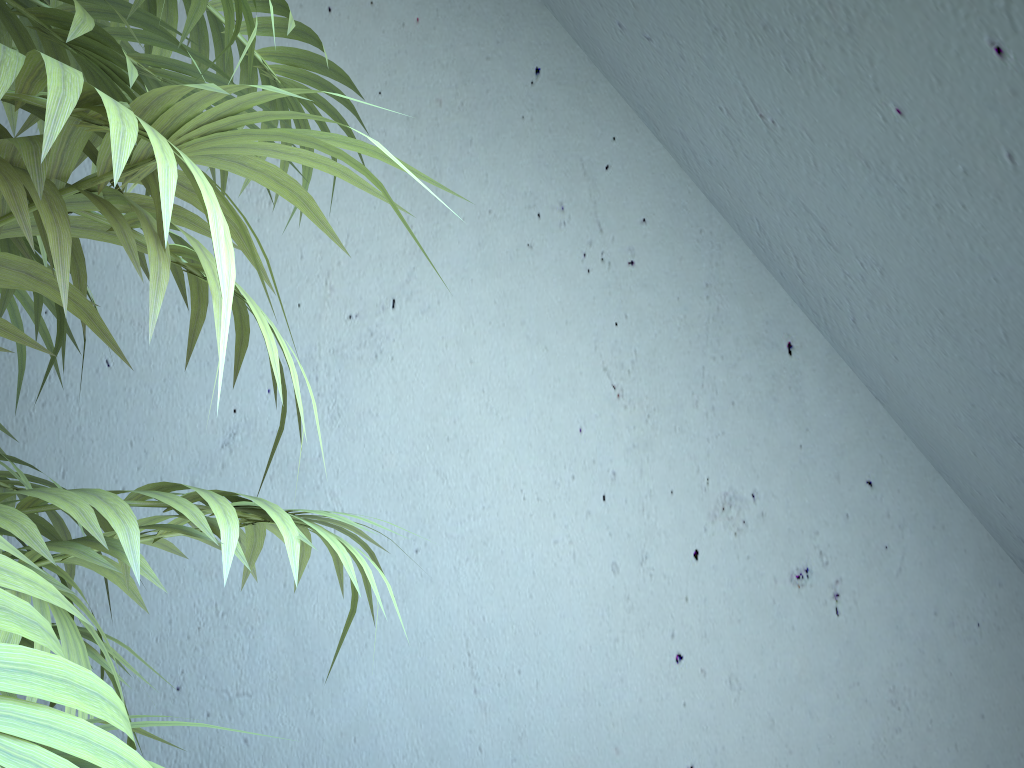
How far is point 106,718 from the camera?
0.29m

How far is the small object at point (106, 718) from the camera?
0.3 meters

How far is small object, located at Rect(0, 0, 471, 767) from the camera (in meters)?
0.29

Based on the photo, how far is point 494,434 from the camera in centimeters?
143cm
